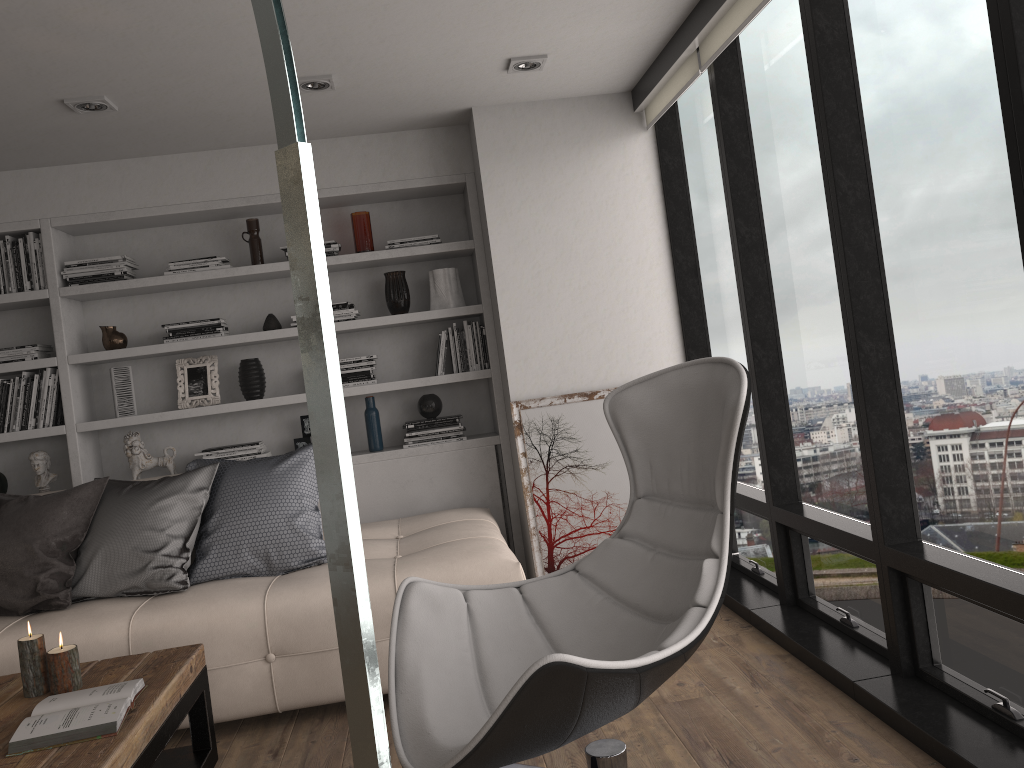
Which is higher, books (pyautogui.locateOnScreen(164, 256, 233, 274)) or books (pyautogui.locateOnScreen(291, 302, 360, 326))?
books (pyautogui.locateOnScreen(164, 256, 233, 274))

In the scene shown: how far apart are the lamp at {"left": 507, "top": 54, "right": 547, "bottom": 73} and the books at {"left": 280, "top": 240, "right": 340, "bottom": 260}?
1.3m

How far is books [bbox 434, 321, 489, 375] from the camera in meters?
4.6 m

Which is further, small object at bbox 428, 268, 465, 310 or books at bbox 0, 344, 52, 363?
small object at bbox 428, 268, 465, 310

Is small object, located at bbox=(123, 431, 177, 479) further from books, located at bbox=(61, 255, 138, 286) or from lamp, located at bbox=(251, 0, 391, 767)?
lamp, located at bbox=(251, 0, 391, 767)

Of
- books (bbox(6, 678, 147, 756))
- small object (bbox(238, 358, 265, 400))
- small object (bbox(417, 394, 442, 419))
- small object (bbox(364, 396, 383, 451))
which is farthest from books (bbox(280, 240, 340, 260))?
books (bbox(6, 678, 147, 756))

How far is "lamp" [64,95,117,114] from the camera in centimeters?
350cm

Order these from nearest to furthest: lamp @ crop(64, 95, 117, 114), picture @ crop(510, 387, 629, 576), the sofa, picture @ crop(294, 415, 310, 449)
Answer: the sofa < lamp @ crop(64, 95, 117, 114) < picture @ crop(510, 387, 629, 576) < picture @ crop(294, 415, 310, 449)

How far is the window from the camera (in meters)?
2.23

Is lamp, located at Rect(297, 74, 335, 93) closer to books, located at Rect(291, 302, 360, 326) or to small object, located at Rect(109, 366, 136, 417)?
books, located at Rect(291, 302, 360, 326)
